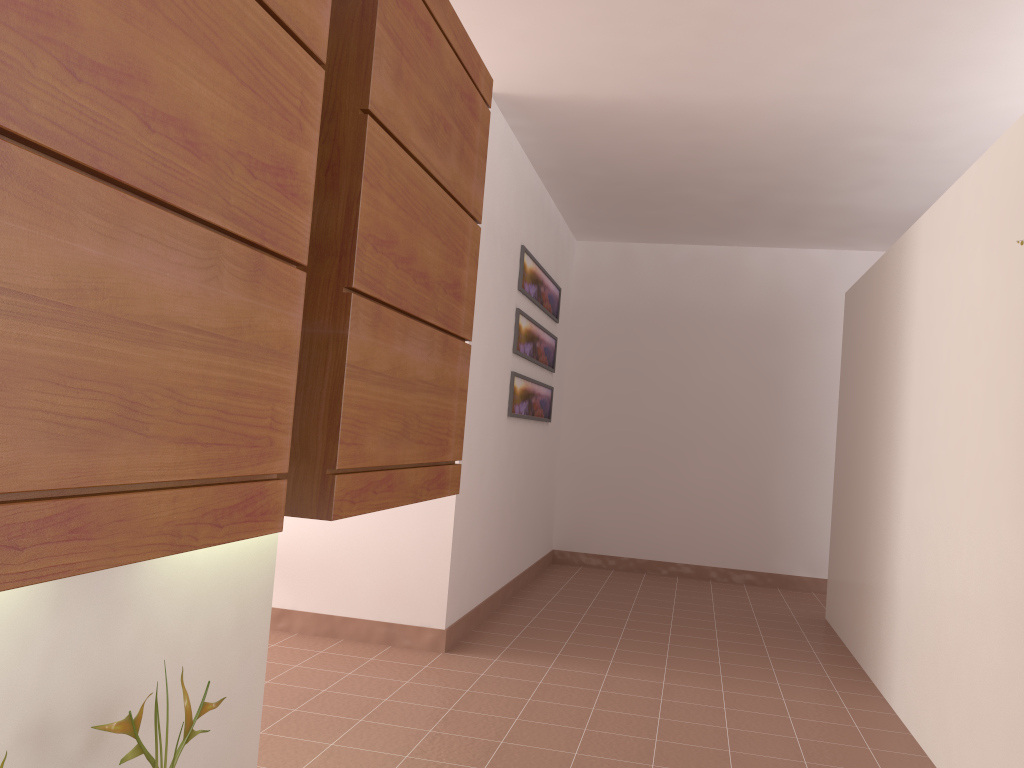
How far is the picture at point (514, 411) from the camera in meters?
5.0

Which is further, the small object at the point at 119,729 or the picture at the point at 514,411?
the picture at the point at 514,411

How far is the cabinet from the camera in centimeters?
89cm

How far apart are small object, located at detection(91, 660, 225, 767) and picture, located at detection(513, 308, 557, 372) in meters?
3.4 m

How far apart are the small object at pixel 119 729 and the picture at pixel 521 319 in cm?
338

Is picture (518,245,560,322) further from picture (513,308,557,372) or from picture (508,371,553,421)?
picture (508,371,553,421)

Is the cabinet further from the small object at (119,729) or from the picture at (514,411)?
the picture at (514,411)

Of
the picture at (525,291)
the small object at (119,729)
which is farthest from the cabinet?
the picture at (525,291)

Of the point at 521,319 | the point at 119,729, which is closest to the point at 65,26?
the point at 119,729

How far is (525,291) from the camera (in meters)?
5.02
